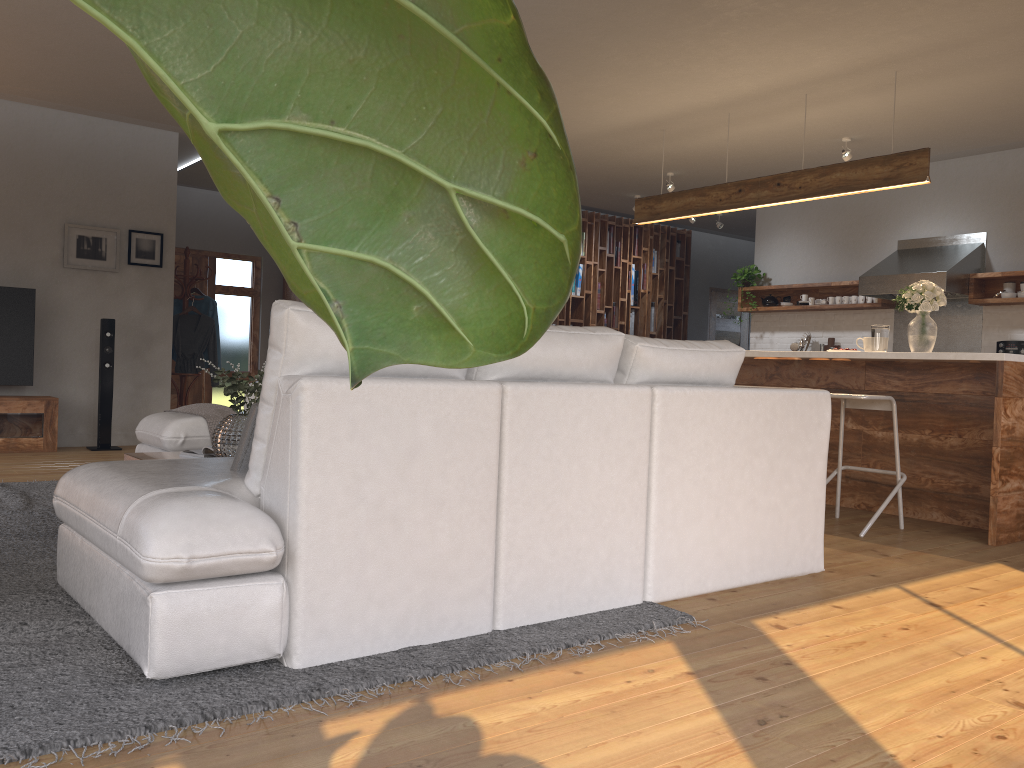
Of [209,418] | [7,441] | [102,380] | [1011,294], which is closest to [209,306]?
[102,380]

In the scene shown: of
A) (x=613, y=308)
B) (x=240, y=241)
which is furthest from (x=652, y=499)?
(x=240, y=241)

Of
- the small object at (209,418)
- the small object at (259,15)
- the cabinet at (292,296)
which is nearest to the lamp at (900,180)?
the small object at (209,418)

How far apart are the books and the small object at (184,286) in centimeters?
463cm

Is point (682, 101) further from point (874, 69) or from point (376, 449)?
point (376, 449)

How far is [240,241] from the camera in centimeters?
1089cm

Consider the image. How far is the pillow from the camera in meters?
2.6

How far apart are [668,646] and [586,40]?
3.8m

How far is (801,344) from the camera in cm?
872

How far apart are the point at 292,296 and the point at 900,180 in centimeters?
755cm
